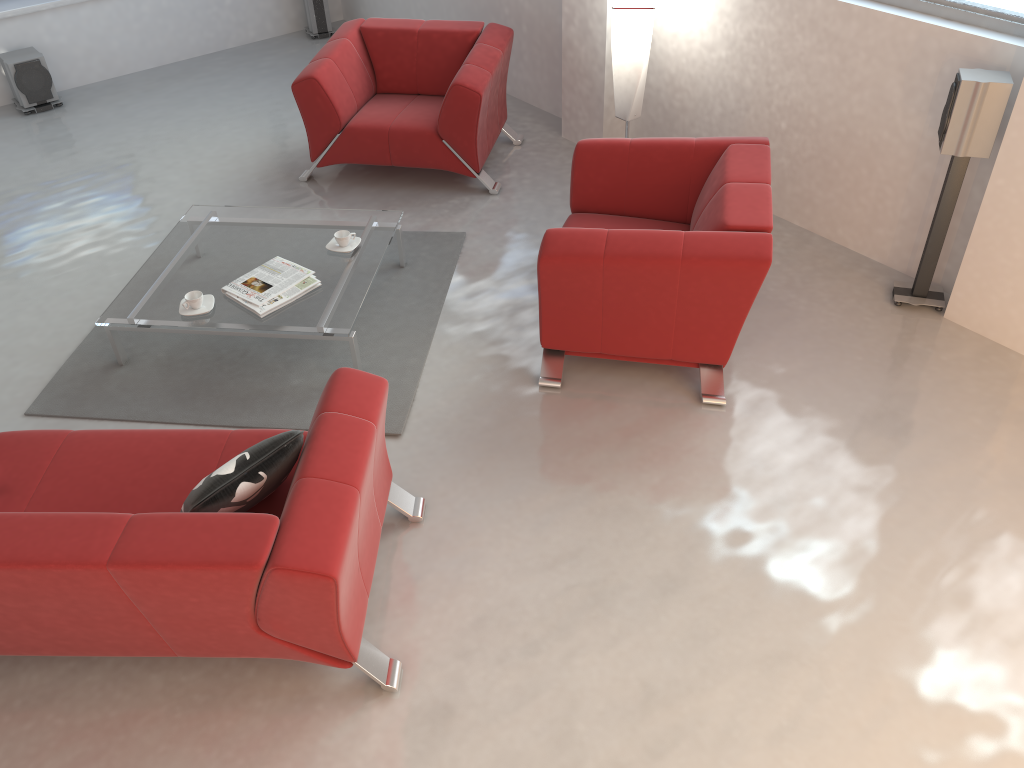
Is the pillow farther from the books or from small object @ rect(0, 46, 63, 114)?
small object @ rect(0, 46, 63, 114)

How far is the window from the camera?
3.74m

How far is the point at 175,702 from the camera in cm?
279

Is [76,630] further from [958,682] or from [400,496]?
[958,682]

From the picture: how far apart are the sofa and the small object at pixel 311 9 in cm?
550

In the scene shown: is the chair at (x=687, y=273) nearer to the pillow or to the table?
the table

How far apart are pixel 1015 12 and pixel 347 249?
3.1m

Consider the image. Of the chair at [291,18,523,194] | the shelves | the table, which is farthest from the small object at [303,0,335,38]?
the table

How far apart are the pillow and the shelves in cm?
555

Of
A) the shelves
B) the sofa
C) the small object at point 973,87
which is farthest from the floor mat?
the shelves
